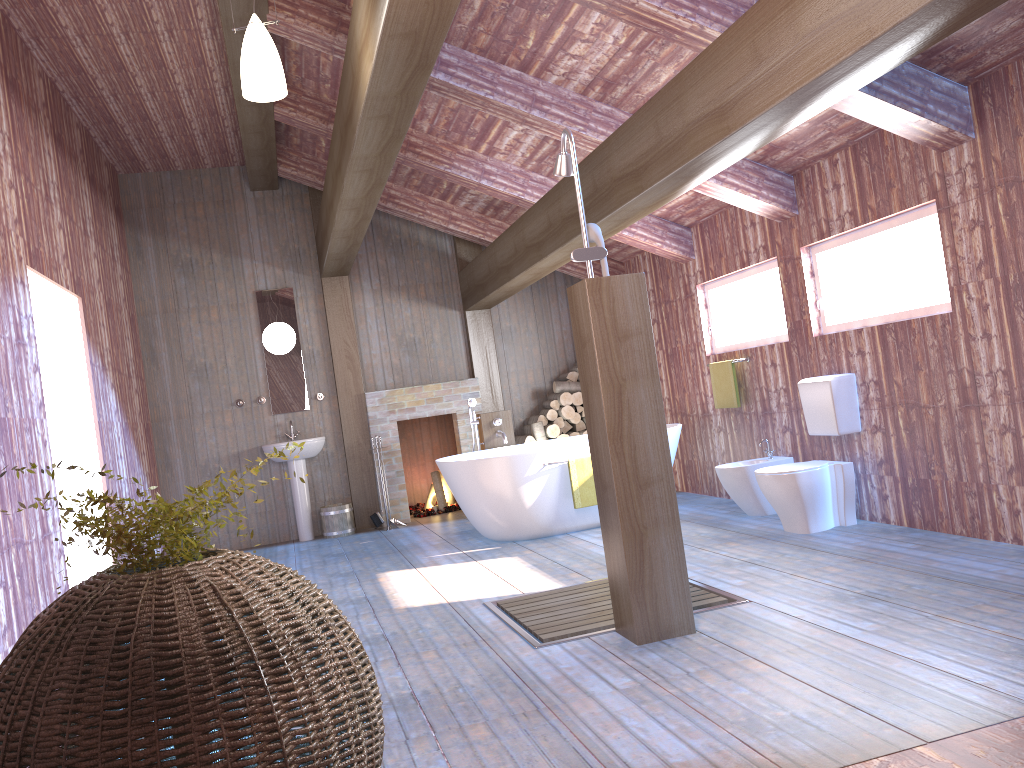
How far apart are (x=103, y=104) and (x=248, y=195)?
2.0 meters

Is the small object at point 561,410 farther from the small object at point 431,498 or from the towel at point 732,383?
the towel at point 732,383

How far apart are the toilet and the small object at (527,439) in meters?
3.5

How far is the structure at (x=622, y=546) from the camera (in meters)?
3.54

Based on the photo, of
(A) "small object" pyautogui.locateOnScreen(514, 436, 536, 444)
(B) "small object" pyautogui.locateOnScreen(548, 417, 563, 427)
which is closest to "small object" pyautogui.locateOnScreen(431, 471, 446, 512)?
(A) "small object" pyautogui.locateOnScreen(514, 436, 536, 444)

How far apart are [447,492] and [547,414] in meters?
1.4

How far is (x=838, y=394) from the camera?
5.31m

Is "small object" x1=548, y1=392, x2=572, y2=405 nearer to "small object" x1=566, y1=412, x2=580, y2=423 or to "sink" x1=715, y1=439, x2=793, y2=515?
"small object" x1=566, y1=412, x2=580, y2=423

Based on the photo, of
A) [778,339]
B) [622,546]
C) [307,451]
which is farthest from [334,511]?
[622,546]

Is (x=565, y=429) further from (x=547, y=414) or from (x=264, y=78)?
(x=264, y=78)
